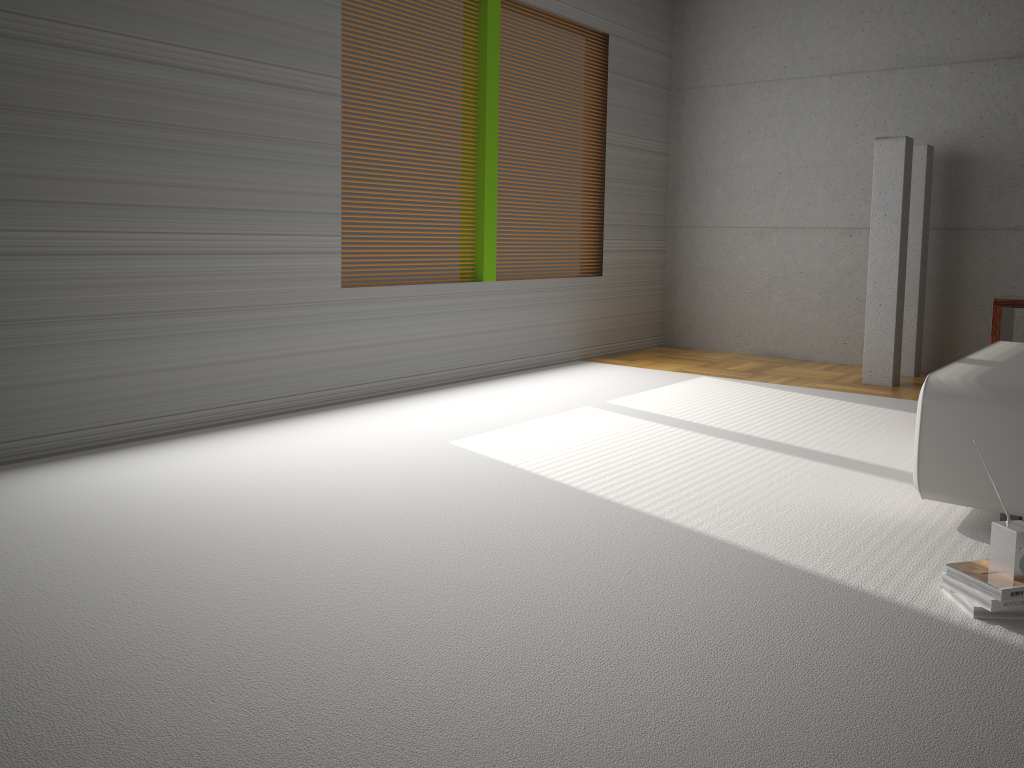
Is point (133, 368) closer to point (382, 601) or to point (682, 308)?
point (382, 601)

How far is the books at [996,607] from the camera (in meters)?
2.32

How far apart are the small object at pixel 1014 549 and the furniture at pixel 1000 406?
0.6 meters

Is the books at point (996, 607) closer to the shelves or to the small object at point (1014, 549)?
the small object at point (1014, 549)

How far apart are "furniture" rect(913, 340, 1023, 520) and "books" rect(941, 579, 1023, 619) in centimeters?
62cm

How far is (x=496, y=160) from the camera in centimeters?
594cm

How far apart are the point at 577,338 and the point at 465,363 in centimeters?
136cm

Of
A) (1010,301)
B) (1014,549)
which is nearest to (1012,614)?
(1014,549)

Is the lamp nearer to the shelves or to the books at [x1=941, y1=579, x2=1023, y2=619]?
the shelves

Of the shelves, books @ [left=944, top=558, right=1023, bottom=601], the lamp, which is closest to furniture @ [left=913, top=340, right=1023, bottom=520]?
the shelves
